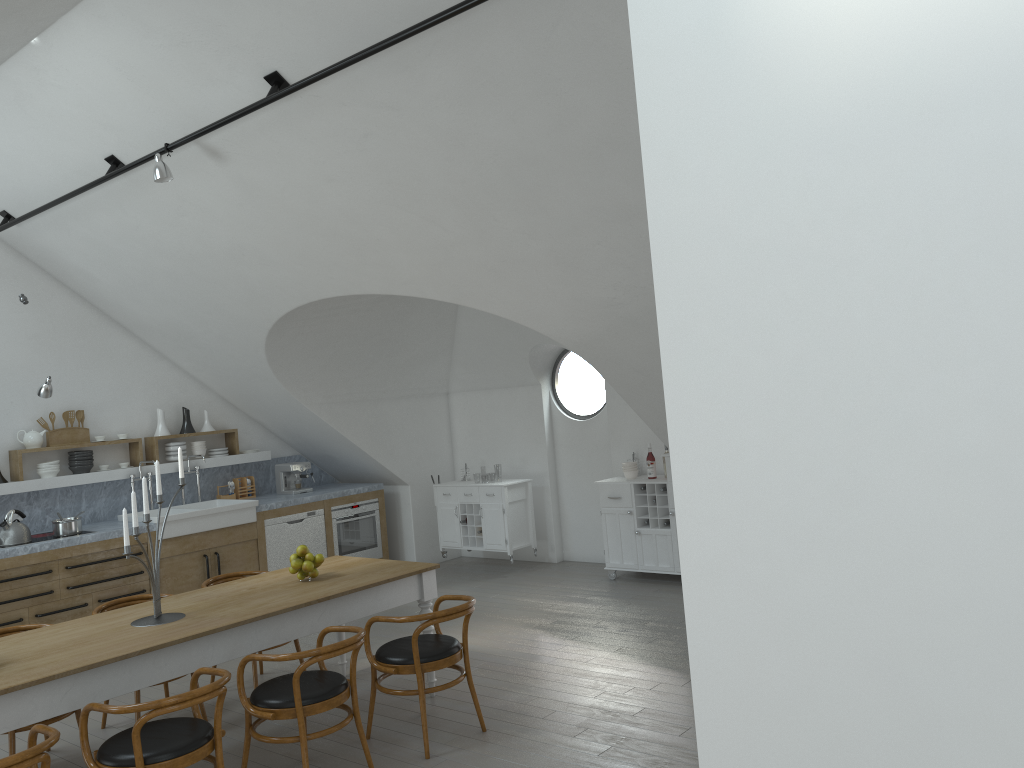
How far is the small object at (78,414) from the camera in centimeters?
803cm

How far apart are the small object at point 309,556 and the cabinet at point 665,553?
3.6 meters

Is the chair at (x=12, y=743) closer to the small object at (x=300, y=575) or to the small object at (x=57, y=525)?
the small object at (x=300, y=575)

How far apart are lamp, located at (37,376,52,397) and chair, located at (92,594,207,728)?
2.3 meters

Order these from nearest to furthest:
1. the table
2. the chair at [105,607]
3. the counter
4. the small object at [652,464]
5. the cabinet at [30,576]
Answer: the table → the chair at [105,607] → the cabinet at [30,576] → the counter → the small object at [652,464]

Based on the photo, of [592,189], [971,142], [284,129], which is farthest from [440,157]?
[971,142]

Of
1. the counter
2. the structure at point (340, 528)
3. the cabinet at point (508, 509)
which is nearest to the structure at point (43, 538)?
the counter

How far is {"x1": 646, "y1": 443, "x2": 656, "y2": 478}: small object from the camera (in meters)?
8.17

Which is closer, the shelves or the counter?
the shelves

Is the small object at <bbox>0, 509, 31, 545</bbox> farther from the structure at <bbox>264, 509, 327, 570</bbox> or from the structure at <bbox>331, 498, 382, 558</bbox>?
the structure at <bbox>331, 498, 382, 558</bbox>
